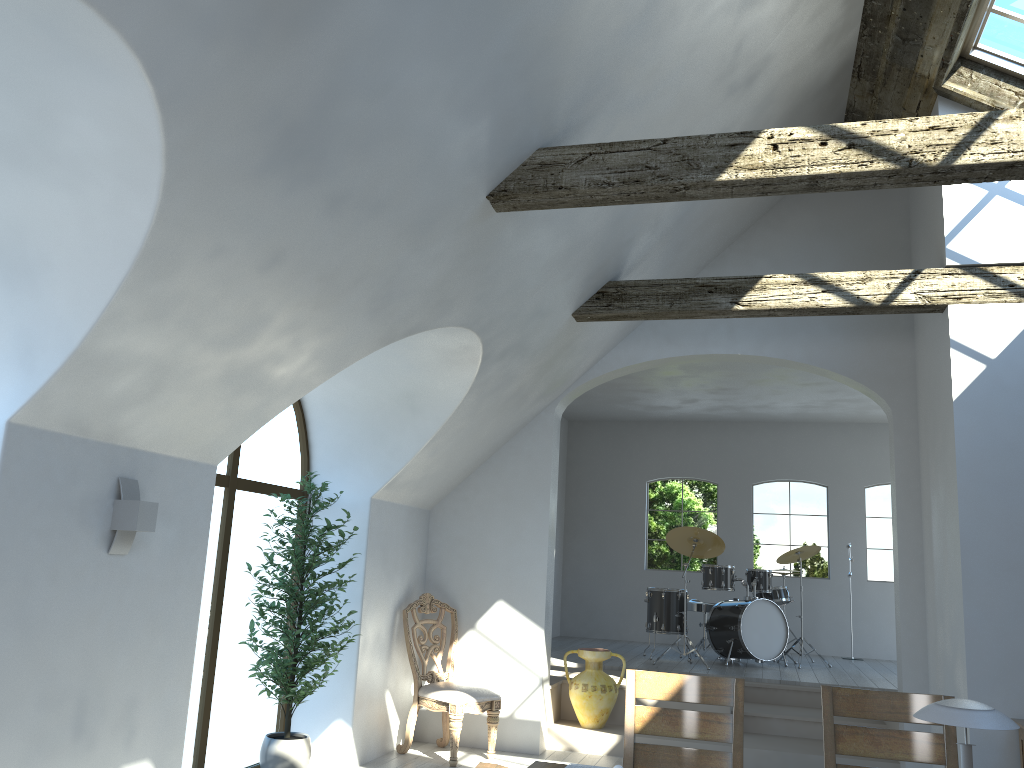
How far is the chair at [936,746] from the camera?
3.22m

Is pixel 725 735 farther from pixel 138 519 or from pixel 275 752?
pixel 275 752

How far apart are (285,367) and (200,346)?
0.6 meters

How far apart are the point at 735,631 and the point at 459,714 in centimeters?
392cm

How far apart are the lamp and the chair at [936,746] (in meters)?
2.84

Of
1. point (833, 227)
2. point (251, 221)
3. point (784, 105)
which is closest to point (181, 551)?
point (251, 221)

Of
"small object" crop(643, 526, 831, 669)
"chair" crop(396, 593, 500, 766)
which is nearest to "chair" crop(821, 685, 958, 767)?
"chair" crop(396, 593, 500, 766)

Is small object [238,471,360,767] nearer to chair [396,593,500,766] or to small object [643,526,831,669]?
chair [396,593,500,766]

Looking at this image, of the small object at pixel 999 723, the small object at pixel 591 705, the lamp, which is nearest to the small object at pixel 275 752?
the lamp

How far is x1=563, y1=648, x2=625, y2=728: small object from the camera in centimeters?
700cm
